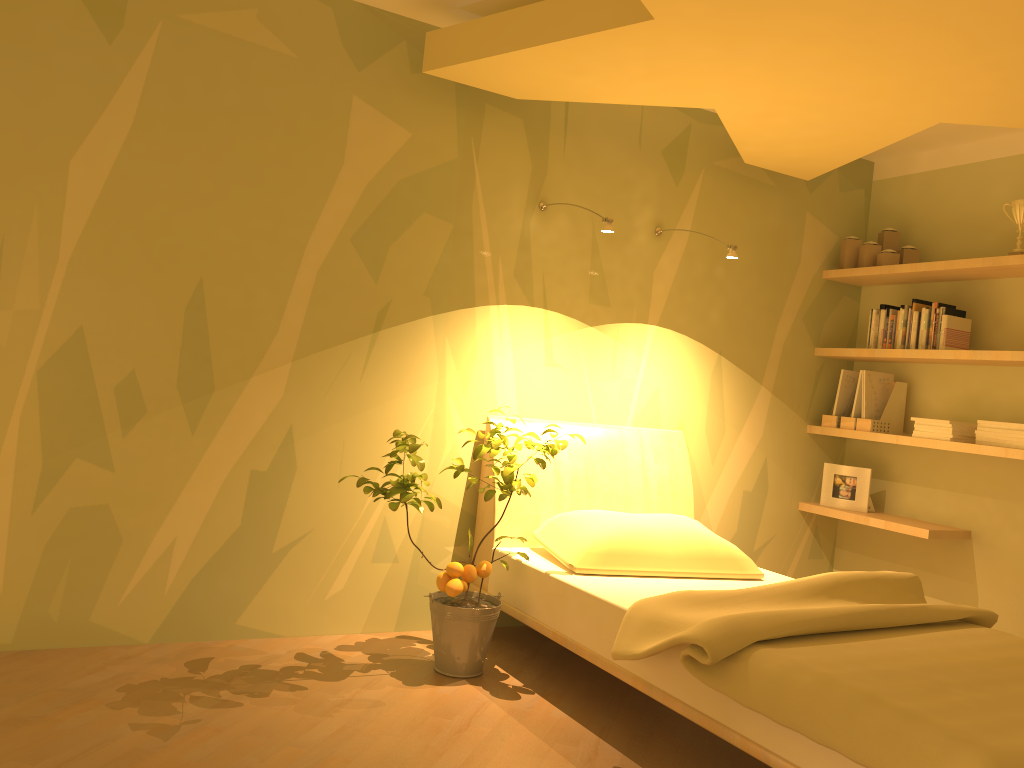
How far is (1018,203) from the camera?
3.81m

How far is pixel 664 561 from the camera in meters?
3.2

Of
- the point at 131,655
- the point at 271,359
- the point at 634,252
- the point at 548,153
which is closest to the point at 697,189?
the point at 634,252

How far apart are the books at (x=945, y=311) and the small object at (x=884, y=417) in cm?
45

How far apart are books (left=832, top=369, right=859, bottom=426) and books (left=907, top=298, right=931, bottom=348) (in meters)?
0.48

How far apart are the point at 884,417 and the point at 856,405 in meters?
0.1 m

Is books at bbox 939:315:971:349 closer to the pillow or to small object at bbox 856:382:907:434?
small object at bbox 856:382:907:434

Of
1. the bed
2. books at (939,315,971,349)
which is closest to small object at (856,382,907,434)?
books at (939,315,971,349)

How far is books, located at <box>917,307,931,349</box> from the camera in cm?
410

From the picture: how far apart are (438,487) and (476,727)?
1.14m
